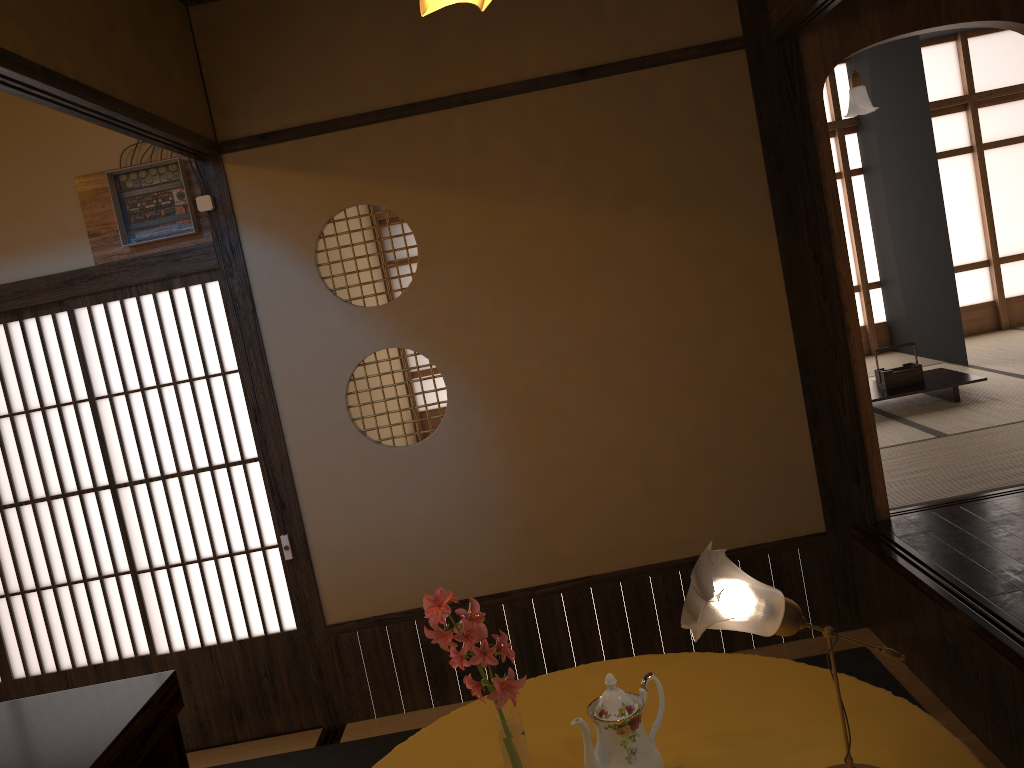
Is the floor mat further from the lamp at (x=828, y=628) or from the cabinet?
the cabinet

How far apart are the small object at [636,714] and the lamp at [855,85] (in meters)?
4.88

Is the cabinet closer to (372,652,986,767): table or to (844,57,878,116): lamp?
(372,652,986,767): table

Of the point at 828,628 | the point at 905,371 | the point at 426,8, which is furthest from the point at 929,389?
the point at 828,628

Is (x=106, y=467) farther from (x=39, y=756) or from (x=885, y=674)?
(x=885, y=674)

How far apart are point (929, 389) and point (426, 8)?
4.28m

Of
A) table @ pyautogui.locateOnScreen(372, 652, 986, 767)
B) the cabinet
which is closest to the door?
the cabinet

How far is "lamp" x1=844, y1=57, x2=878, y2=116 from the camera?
5.55m

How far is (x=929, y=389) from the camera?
5.49m

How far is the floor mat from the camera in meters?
3.4 m
